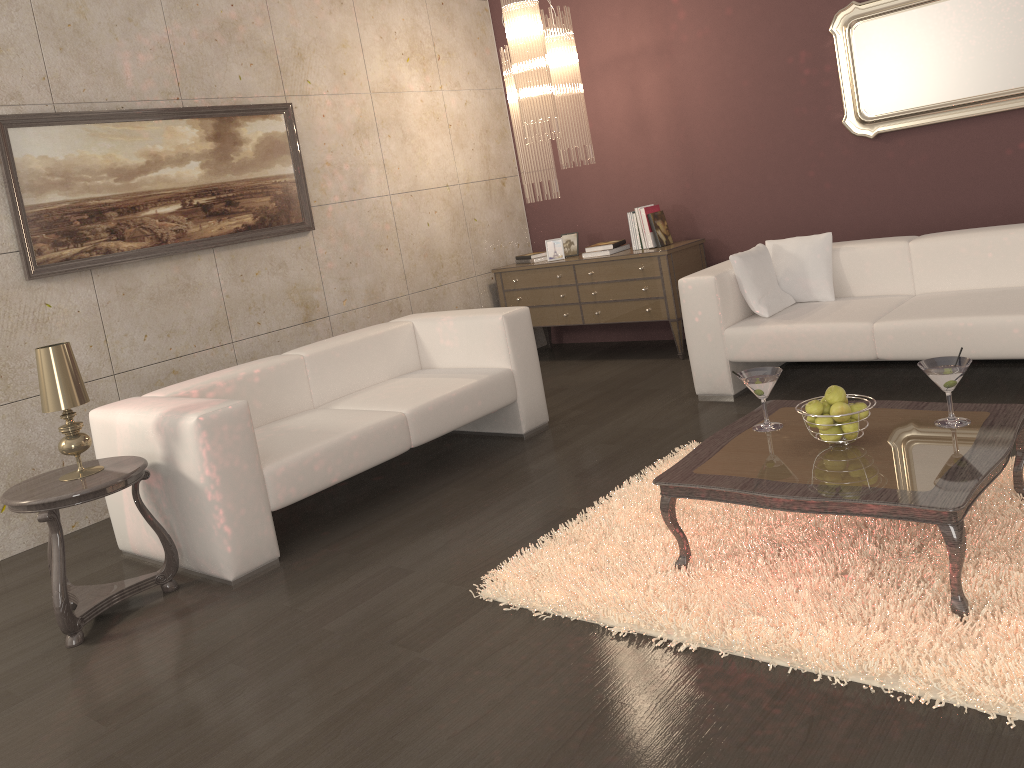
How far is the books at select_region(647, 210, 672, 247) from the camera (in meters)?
5.84

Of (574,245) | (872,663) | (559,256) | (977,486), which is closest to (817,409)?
(977,486)

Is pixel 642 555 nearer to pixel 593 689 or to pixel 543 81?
pixel 593 689

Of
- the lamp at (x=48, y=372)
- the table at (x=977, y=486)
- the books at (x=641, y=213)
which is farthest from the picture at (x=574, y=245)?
the lamp at (x=48, y=372)

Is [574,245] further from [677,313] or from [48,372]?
[48,372]

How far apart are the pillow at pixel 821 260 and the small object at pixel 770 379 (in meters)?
1.88

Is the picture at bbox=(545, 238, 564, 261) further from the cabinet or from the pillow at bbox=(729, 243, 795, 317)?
the pillow at bbox=(729, 243, 795, 317)

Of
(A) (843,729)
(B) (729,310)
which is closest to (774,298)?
(B) (729,310)

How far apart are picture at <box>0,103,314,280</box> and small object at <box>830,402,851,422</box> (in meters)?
3.58

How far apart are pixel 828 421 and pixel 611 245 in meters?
3.5 m
